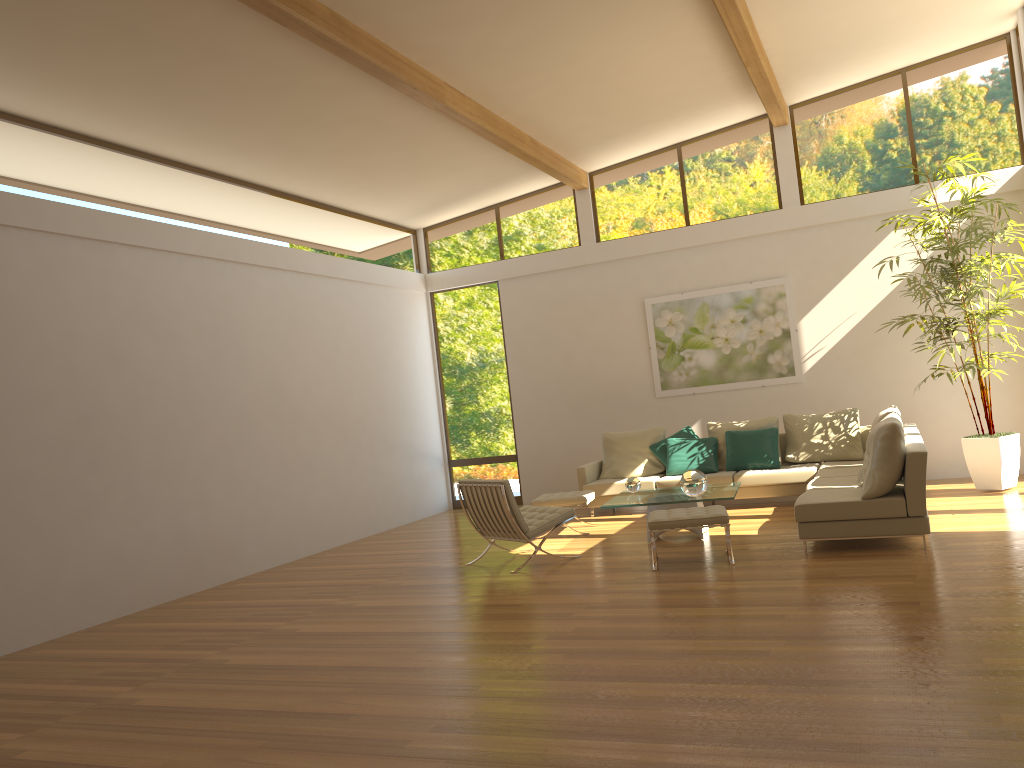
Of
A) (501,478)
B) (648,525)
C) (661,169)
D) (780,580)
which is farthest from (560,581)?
(661,169)

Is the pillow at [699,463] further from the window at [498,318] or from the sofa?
the window at [498,318]

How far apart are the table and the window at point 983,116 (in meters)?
4.17

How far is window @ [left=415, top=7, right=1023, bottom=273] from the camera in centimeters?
996cm

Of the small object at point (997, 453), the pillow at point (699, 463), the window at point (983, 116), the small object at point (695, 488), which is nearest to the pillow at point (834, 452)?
the pillow at point (699, 463)

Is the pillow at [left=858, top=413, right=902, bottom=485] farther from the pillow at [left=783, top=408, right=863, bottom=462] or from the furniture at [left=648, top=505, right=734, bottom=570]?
the pillow at [left=783, top=408, right=863, bottom=462]

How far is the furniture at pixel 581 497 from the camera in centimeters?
889cm

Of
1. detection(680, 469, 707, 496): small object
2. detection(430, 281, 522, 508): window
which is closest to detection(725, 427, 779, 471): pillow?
→ detection(680, 469, 707, 496): small object

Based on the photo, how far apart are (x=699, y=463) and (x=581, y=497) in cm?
181

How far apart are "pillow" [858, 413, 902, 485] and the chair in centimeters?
250cm
